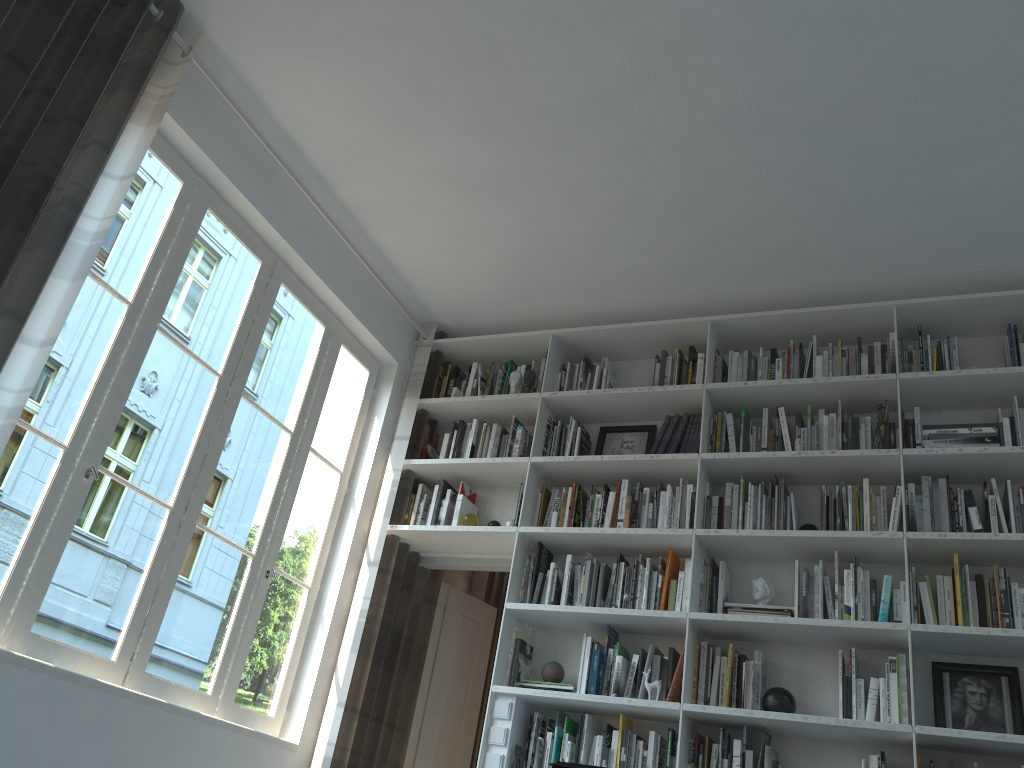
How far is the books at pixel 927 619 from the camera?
3.44m

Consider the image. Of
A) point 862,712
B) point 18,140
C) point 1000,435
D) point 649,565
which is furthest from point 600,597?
point 18,140

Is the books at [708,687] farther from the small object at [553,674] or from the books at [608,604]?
the small object at [553,674]

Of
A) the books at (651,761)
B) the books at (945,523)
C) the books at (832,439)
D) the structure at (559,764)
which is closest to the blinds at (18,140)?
the structure at (559,764)

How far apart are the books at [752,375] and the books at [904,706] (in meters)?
1.41

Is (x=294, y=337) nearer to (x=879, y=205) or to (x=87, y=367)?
(x=87, y=367)

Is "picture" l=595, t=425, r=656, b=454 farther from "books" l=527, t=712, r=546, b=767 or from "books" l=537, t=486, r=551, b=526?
"books" l=527, t=712, r=546, b=767

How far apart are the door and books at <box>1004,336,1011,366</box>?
2.5m

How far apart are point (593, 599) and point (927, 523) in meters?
1.4 m

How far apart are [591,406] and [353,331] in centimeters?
131cm
